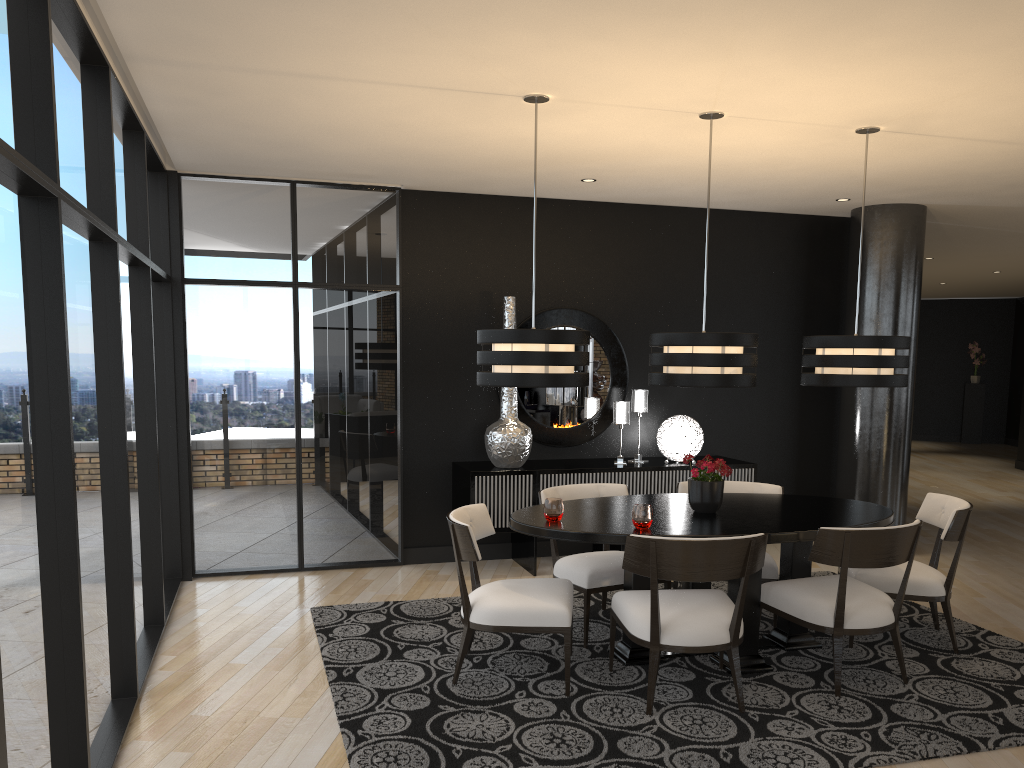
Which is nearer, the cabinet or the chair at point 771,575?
the chair at point 771,575

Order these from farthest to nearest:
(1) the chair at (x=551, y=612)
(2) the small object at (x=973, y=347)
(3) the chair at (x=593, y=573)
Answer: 1. (2) the small object at (x=973, y=347)
2. (3) the chair at (x=593, y=573)
3. (1) the chair at (x=551, y=612)

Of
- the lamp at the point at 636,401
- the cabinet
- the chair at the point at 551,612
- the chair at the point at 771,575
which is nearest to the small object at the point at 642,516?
the chair at the point at 551,612

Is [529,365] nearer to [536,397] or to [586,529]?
[586,529]

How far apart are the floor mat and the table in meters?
0.0

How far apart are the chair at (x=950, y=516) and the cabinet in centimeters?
168cm

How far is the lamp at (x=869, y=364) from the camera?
4.5m

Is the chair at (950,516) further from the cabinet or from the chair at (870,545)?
the cabinet

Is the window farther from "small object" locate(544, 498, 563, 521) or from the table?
"small object" locate(544, 498, 563, 521)

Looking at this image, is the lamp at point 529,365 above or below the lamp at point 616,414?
above
